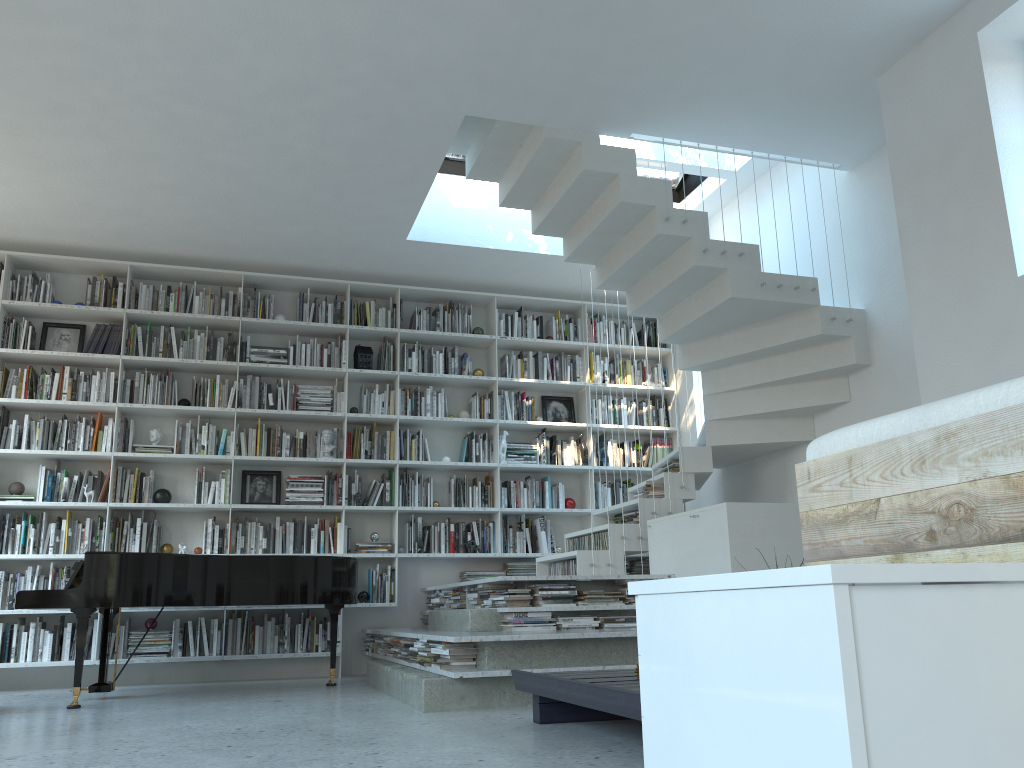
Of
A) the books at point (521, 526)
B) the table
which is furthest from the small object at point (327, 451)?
the table

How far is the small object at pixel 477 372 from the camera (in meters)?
7.54

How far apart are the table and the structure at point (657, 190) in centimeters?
203cm

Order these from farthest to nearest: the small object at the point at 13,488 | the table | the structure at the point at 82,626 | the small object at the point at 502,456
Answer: the small object at the point at 502,456 < the small object at the point at 13,488 < the structure at the point at 82,626 < the table

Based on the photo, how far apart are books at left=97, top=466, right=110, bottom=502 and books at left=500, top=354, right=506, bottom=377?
3.27m

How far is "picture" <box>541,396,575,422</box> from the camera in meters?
7.8 m

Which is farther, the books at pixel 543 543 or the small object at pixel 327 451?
the books at pixel 543 543

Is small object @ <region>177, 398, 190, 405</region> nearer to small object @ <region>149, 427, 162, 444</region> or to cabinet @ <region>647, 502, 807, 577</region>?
small object @ <region>149, 427, 162, 444</region>

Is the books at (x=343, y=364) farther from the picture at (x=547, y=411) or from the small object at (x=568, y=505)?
the small object at (x=568, y=505)

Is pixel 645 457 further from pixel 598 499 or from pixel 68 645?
pixel 68 645
